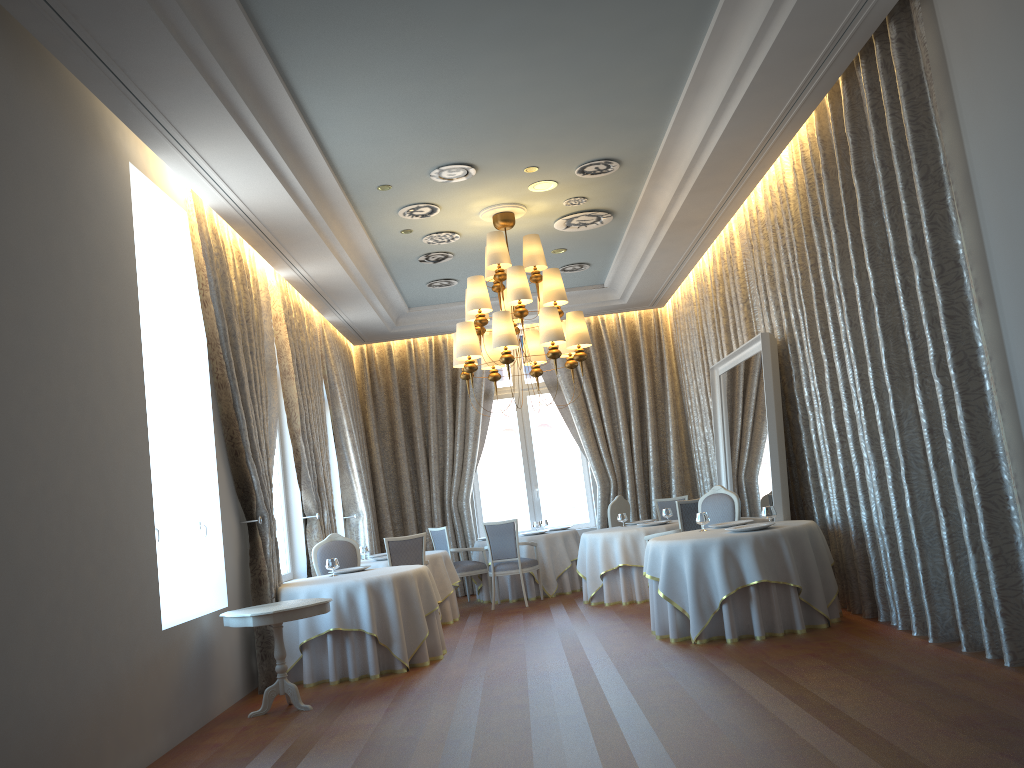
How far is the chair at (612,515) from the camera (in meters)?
11.97

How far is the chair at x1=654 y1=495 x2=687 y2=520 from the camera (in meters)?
Result: 12.42

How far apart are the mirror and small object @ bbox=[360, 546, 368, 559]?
4.5 meters

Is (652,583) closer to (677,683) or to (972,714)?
(677,683)

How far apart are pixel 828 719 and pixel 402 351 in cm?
1041

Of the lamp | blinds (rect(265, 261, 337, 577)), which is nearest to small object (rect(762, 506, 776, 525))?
the lamp

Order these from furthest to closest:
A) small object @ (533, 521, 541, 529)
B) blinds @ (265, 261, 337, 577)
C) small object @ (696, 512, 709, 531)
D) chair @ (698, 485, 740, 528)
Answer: small object @ (533, 521, 541, 529)
blinds @ (265, 261, 337, 577)
chair @ (698, 485, 740, 528)
small object @ (696, 512, 709, 531)

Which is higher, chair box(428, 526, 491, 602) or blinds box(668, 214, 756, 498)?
blinds box(668, 214, 756, 498)

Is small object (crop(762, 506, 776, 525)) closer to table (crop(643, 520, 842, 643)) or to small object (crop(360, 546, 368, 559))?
table (crop(643, 520, 842, 643))

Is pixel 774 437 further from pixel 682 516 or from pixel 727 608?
pixel 727 608
